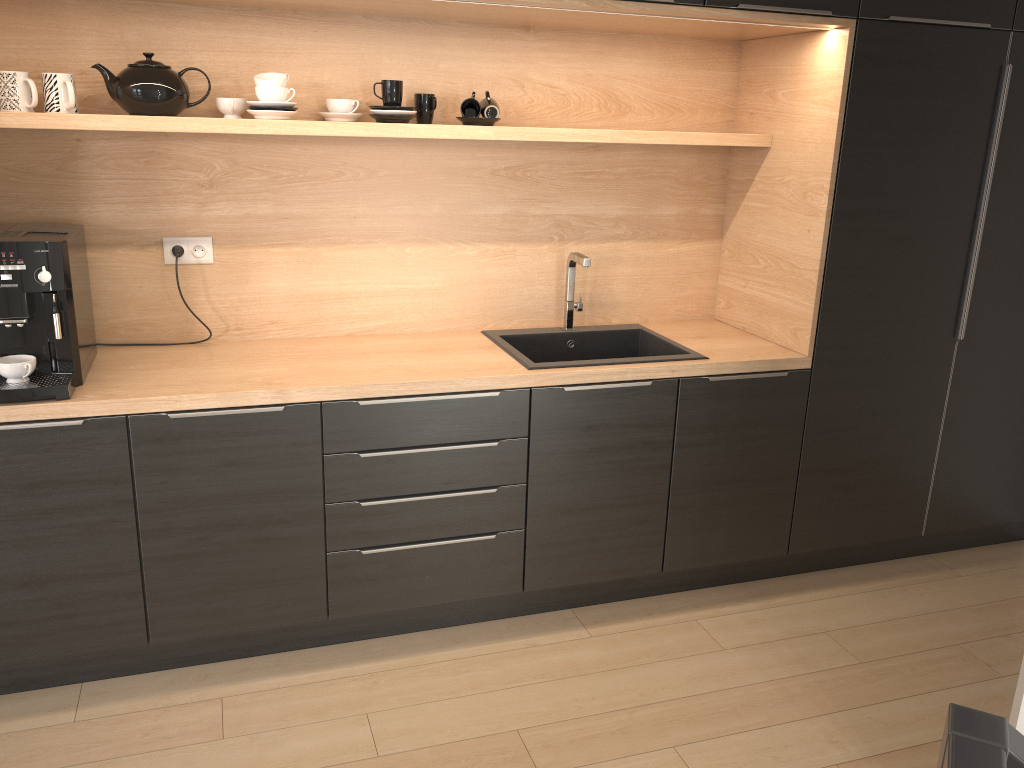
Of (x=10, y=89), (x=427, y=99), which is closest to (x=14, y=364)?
(x=10, y=89)

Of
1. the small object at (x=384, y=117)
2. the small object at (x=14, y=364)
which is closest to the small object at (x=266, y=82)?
the small object at (x=384, y=117)

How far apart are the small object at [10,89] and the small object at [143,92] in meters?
0.1 m

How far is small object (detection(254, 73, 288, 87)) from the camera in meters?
2.5

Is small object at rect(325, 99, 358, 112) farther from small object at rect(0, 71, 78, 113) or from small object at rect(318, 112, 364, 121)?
small object at rect(0, 71, 78, 113)

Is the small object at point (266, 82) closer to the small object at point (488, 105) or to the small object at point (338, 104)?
the small object at point (338, 104)

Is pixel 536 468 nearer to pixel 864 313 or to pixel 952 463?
pixel 864 313

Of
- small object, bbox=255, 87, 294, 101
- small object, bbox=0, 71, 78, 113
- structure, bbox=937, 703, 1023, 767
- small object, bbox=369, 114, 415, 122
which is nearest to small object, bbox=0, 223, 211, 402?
small object, bbox=0, 71, 78, 113

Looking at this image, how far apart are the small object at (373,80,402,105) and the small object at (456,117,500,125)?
0.22m

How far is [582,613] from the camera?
3.0 meters
